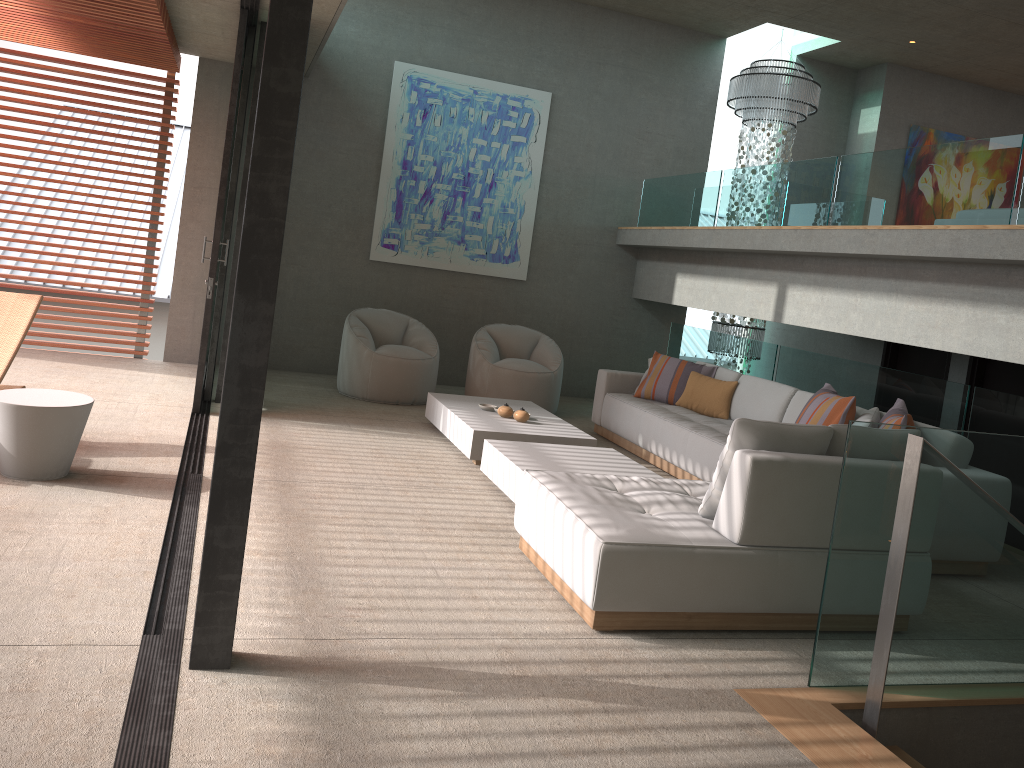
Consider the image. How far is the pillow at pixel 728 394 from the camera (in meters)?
7.08

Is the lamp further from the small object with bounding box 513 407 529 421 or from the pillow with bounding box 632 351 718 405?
the small object with bounding box 513 407 529 421

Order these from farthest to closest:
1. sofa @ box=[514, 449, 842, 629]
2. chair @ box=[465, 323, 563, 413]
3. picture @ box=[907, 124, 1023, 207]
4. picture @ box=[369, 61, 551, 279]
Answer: picture @ box=[907, 124, 1023, 207] → picture @ box=[369, 61, 551, 279] → chair @ box=[465, 323, 563, 413] → sofa @ box=[514, 449, 842, 629]

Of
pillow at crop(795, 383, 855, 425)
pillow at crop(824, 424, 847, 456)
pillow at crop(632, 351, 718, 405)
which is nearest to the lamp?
pillow at crop(632, 351, 718, 405)

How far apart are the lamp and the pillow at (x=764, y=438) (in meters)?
6.17

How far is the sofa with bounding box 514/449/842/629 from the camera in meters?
3.5

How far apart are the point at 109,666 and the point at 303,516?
1.7 meters

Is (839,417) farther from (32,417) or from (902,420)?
(32,417)

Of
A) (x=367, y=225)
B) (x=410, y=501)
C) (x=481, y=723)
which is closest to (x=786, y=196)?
(x=367, y=225)

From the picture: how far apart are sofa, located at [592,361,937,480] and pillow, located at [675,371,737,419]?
0.05m
